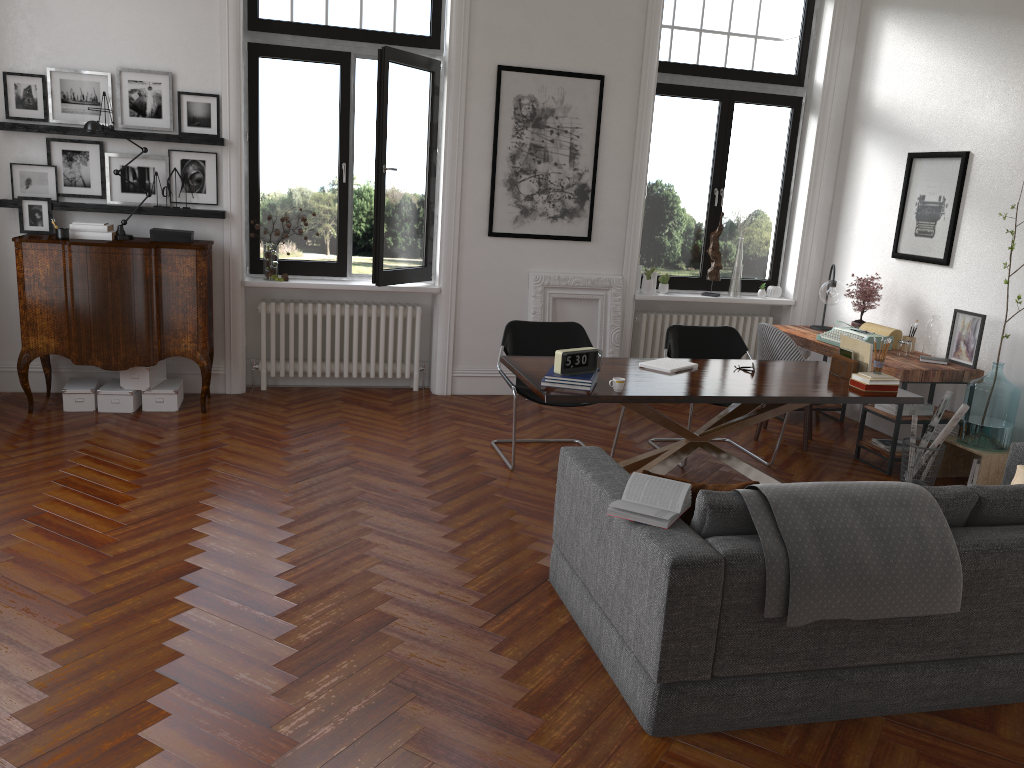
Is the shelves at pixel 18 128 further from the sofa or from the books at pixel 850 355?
the books at pixel 850 355

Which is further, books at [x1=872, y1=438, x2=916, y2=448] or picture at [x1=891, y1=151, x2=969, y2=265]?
picture at [x1=891, y1=151, x2=969, y2=265]

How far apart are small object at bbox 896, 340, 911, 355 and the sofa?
1.93m

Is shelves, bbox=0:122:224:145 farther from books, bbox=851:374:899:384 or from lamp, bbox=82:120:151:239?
books, bbox=851:374:899:384

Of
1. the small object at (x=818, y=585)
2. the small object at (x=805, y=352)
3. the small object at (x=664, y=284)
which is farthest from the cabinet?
the small object at (x=805, y=352)

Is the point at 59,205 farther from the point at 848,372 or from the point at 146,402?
the point at 848,372

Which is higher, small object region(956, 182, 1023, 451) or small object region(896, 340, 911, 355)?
small object region(896, 340, 911, 355)

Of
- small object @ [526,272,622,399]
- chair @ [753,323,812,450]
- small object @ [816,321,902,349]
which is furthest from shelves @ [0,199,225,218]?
small object @ [816,321,902,349]

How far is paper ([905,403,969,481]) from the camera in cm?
555

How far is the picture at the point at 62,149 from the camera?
6.37m
